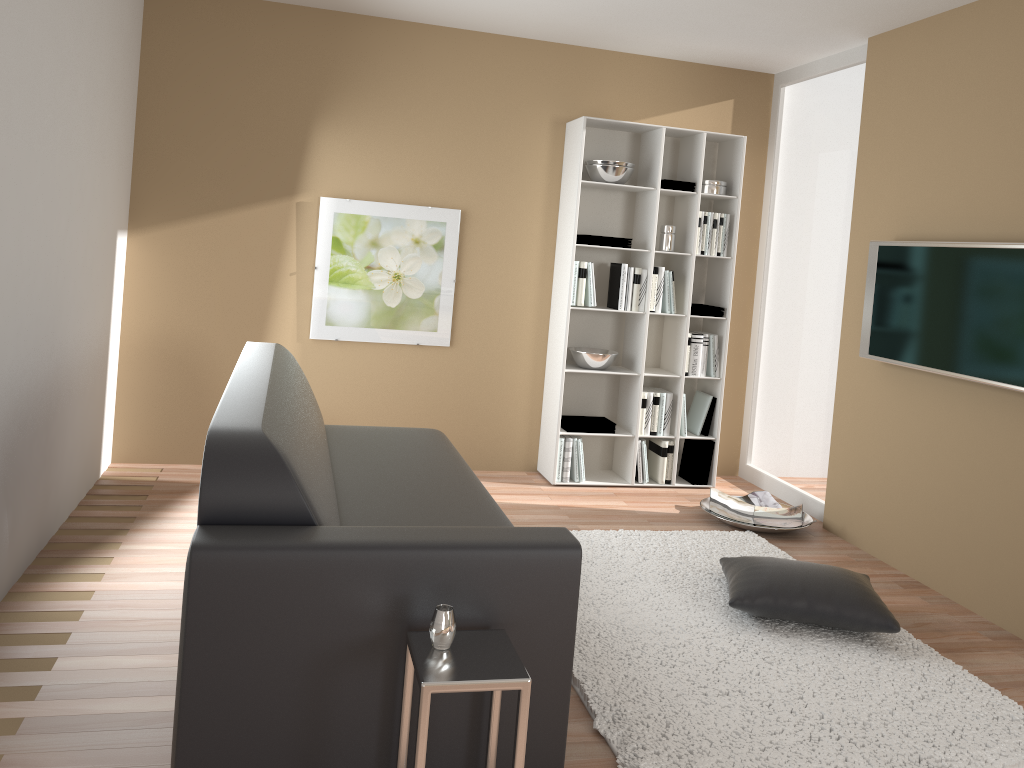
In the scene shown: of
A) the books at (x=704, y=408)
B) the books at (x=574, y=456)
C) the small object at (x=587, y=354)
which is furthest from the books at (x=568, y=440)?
the books at (x=704, y=408)

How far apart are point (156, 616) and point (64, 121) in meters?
1.8

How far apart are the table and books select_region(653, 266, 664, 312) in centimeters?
343cm

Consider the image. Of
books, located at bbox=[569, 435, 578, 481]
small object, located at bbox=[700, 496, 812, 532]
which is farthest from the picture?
small object, located at bbox=[700, 496, 812, 532]

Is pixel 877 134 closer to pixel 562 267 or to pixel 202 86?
pixel 562 267

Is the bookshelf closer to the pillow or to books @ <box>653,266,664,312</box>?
books @ <box>653,266,664,312</box>

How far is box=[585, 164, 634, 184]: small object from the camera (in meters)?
5.03

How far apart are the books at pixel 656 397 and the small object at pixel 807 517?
0.6m

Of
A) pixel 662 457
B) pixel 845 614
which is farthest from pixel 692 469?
pixel 845 614

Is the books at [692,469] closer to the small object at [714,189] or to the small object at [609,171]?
the small object at [714,189]
